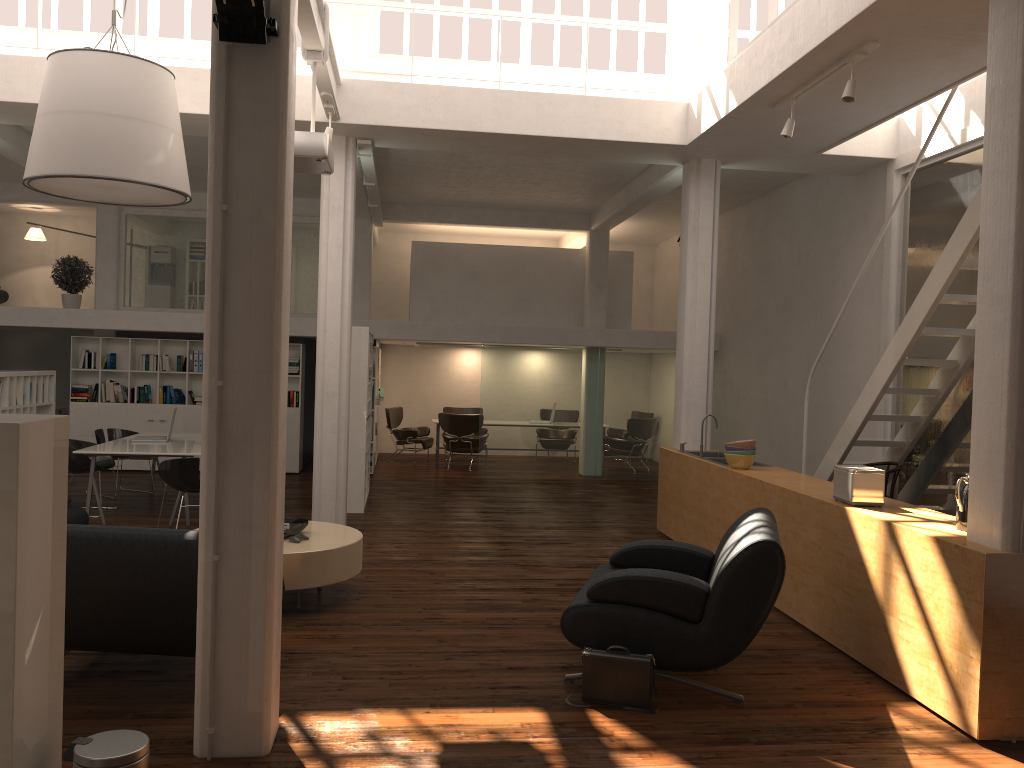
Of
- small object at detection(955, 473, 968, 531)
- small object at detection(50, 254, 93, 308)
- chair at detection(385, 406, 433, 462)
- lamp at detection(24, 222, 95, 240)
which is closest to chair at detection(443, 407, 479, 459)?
chair at detection(385, 406, 433, 462)

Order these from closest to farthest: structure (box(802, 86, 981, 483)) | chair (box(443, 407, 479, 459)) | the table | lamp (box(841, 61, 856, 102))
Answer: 1. the table
2. lamp (box(841, 61, 856, 102))
3. structure (box(802, 86, 981, 483))
4. chair (box(443, 407, 479, 459))

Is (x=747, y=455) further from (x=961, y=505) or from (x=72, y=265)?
(x=72, y=265)

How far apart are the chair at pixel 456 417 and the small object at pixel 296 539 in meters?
10.4 m

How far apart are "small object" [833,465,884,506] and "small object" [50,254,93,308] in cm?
1508

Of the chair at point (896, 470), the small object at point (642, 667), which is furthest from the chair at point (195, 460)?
the chair at point (896, 470)

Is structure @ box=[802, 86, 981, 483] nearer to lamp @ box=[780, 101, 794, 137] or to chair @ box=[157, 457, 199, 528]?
lamp @ box=[780, 101, 794, 137]

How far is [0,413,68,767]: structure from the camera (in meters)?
3.59

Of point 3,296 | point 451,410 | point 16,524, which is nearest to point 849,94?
point 16,524

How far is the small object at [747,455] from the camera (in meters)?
9.48
